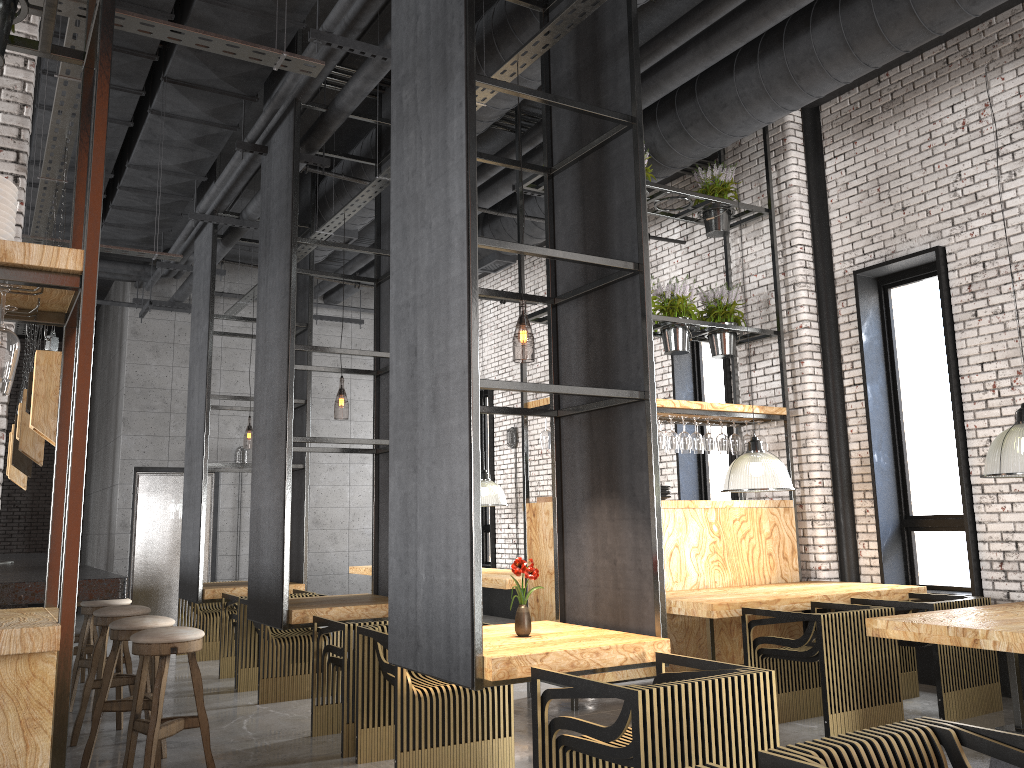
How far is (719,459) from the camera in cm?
935

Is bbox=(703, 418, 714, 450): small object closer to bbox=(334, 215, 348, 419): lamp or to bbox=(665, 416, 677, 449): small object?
bbox=(665, 416, 677, 449): small object

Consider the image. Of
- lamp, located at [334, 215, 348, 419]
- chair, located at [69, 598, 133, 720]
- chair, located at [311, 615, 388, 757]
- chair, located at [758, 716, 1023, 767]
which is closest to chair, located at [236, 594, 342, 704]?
chair, located at [69, 598, 133, 720]

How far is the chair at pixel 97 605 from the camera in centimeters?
630cm

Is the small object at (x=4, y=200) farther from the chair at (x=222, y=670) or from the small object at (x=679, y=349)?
the small object at (x=679, y=349)

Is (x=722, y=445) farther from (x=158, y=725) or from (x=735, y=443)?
(x=158, y=725)

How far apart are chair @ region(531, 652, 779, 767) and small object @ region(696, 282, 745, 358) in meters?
4.3 m

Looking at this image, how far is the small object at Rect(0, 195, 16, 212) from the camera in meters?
2.6

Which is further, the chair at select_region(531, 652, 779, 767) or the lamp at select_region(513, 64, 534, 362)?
the lamp at select_region(513, 64, 534, 362)

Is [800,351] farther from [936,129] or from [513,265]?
[513,265]
